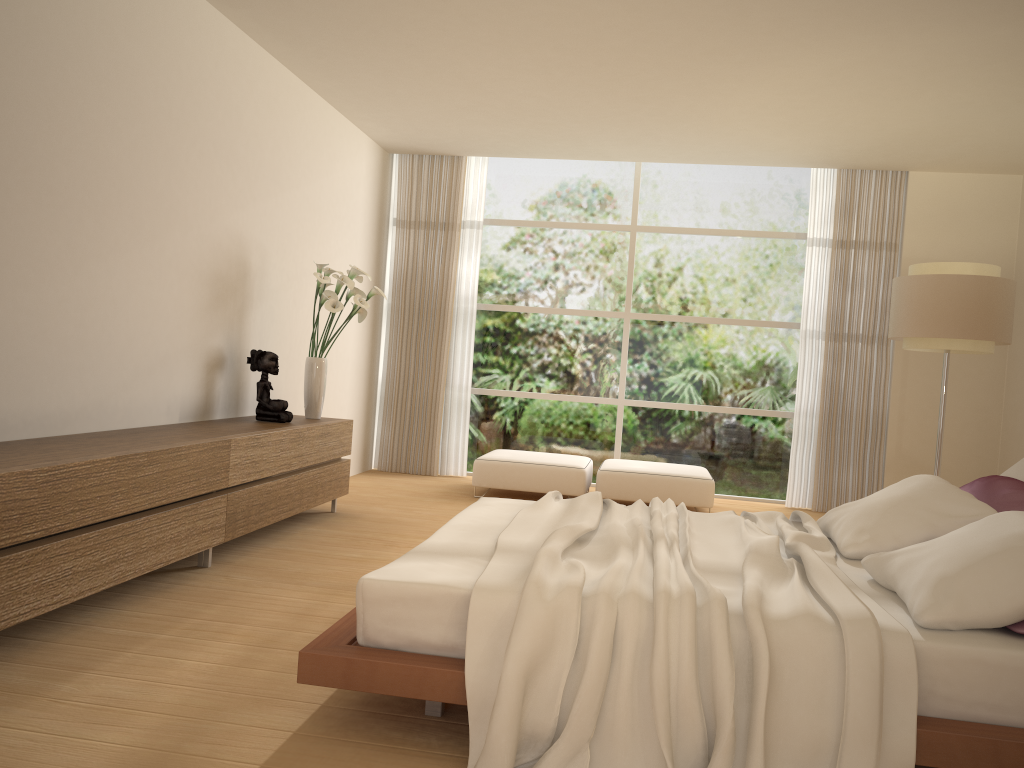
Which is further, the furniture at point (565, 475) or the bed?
the furniture at point (565, 475)

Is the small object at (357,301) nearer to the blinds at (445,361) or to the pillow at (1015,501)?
the blinds at (445,361)

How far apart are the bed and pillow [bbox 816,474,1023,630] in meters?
0.0

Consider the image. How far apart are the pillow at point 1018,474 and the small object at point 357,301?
3.83m

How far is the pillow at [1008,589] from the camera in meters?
2.5

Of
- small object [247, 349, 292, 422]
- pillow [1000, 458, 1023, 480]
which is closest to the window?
small object [247, 349, 292, 422]

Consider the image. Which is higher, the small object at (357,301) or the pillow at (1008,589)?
the small object at (357,301)

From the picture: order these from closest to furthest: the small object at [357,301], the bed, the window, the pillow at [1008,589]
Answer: the bed
the pillow at [1008,589]
the small object at [357,301]
the window

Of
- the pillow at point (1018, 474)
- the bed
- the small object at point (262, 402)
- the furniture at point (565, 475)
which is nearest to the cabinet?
the small object at point (262, 402)

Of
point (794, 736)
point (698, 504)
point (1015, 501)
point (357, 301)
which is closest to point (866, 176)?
point (698, 504)
